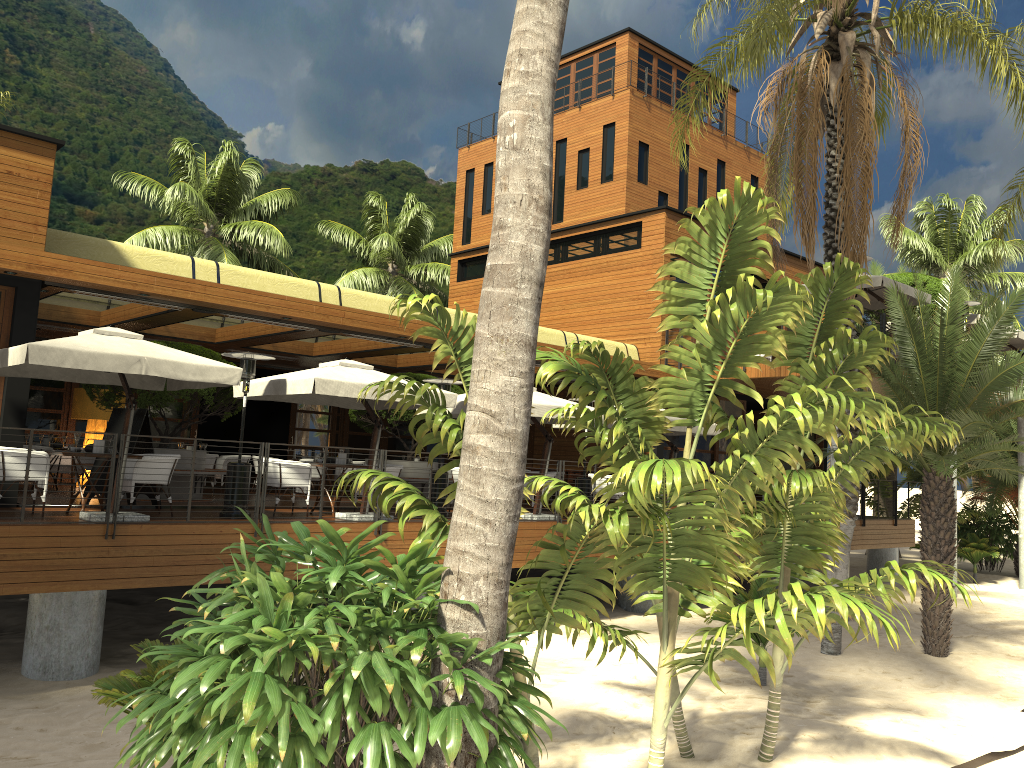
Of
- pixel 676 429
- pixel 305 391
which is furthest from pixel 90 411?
pixel 676 429

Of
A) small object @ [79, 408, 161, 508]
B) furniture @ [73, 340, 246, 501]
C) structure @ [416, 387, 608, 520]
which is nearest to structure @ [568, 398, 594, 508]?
structure @ [416, 387, 608, 520]

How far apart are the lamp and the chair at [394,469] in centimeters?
753cm

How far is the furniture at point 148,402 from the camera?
14.21m

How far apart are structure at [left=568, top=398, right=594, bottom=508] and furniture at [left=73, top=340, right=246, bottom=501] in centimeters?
628cm

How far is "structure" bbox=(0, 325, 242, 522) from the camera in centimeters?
945cm

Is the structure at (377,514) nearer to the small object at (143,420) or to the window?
the window

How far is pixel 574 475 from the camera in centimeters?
2124cm

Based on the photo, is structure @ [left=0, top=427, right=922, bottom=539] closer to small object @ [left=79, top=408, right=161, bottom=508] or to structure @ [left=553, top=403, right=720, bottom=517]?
small object @ [left=79, top=408, right=161, bottom=508]

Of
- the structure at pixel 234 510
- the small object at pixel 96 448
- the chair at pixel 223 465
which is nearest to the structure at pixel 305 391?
the structure at pixel 234 510
